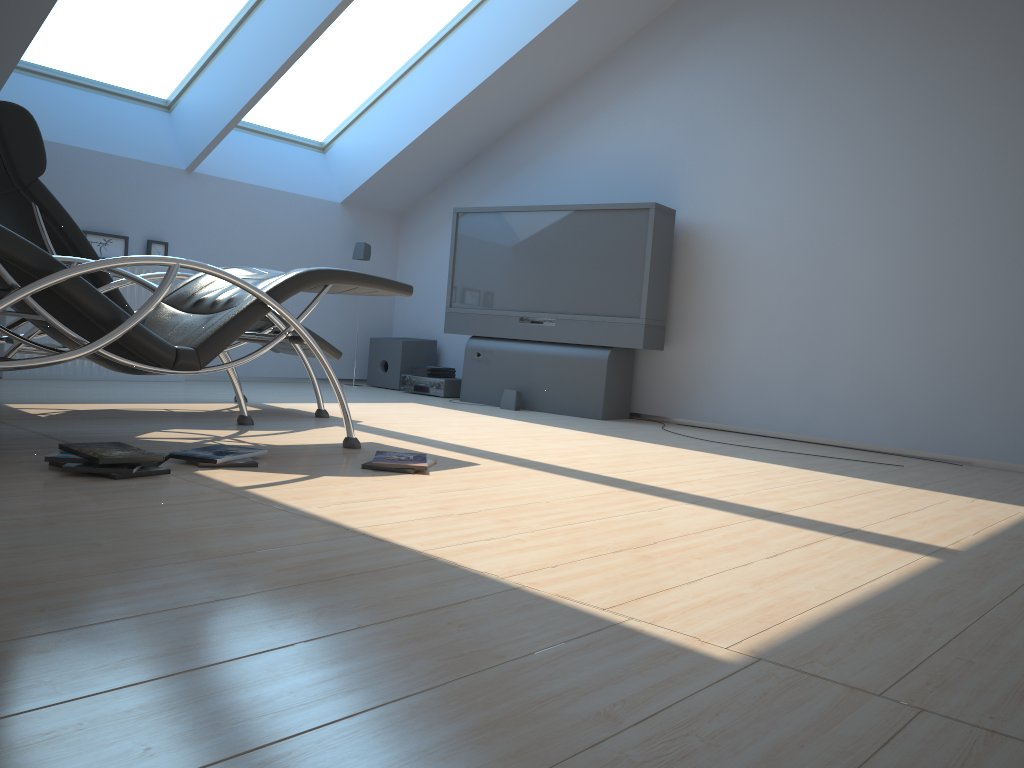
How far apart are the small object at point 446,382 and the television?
0.26m

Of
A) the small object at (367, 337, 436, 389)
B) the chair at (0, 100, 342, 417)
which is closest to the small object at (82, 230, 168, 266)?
the chair at (0, 100, 342, 417)

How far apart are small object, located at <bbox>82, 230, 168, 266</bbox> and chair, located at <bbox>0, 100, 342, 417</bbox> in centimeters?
165cm

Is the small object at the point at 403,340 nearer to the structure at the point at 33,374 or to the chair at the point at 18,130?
the structure at the point at 33,374

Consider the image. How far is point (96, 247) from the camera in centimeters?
584cm

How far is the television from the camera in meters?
5.8 m

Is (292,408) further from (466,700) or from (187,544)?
(466,700)

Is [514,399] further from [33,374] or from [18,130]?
[18,130]

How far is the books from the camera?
2.5 meters

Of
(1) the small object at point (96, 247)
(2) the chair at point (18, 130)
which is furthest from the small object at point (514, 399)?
(1) the small object at point (96, 247)
